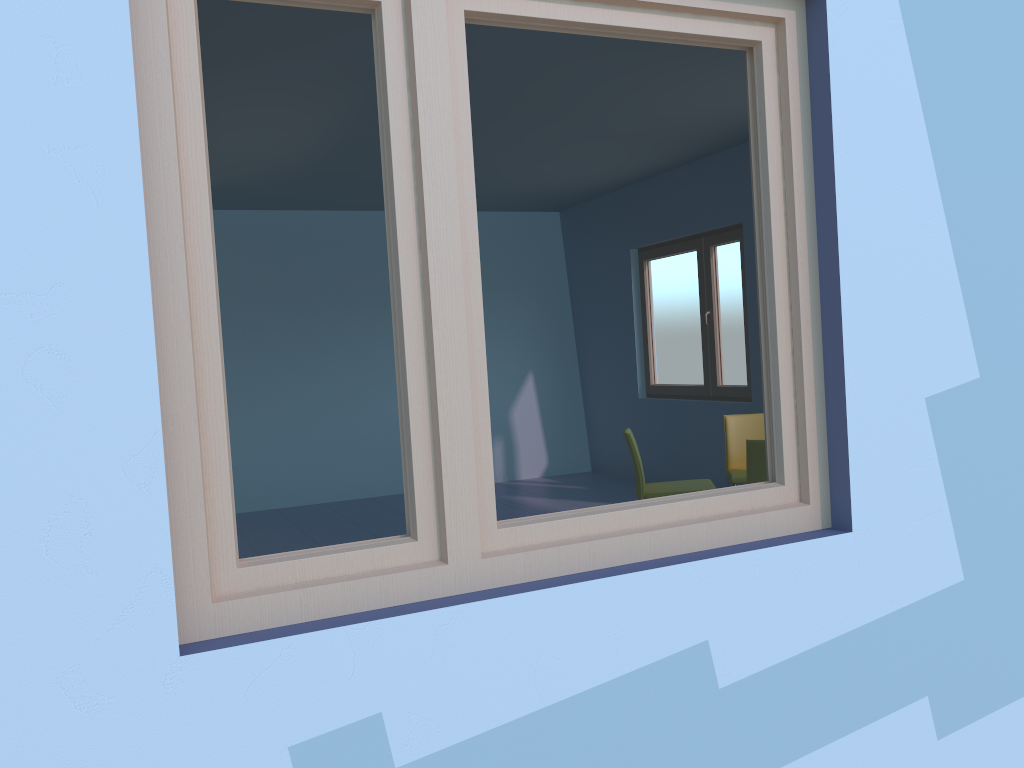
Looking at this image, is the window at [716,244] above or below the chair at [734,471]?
above

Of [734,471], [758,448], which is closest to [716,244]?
[734,471]

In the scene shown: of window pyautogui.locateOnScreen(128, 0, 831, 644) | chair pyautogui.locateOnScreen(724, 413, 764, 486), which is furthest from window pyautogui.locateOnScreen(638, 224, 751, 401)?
window pyautogui.locateOnScreen(128, 0, 831, 644)

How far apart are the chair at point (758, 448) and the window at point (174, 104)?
2.1 meters

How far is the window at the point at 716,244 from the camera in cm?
650

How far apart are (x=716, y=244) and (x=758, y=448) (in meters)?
2.73

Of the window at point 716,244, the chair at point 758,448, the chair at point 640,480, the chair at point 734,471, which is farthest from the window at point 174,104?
the window at point 716,244

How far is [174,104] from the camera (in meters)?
1.53

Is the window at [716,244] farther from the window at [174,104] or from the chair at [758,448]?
the window at [174,104]

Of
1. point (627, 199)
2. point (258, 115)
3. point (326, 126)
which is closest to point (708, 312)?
point (627, 199)
